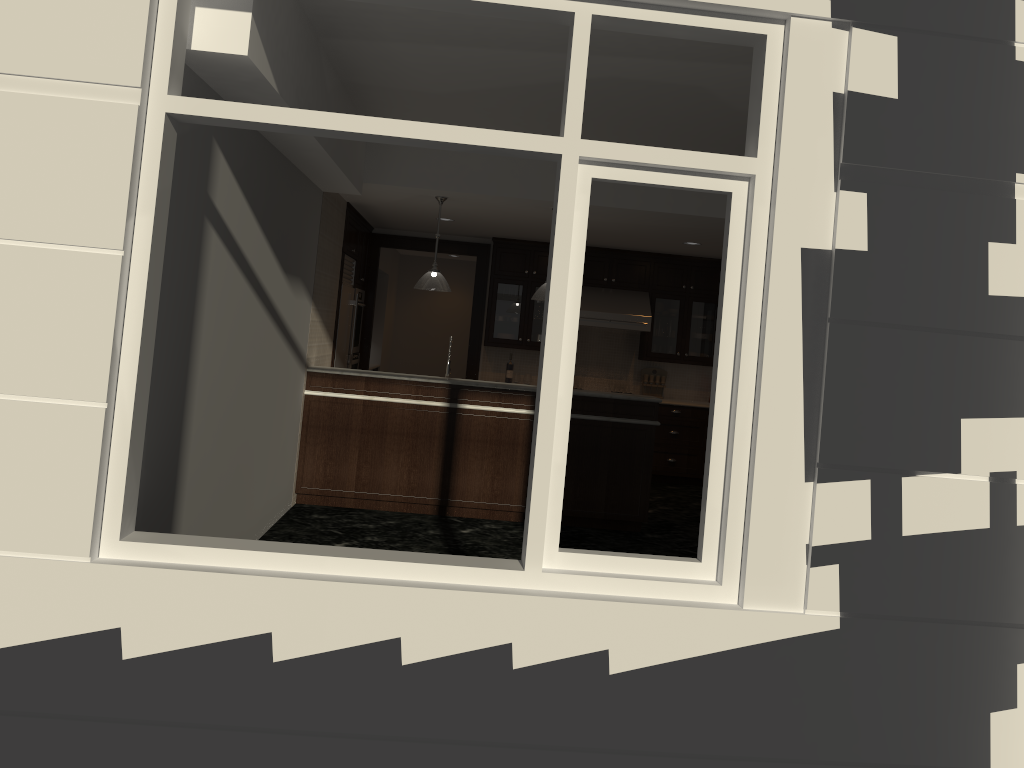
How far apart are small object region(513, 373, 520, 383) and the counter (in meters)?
3.05

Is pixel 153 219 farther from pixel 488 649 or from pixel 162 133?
pixel 488 649

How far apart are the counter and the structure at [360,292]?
2.6 meters

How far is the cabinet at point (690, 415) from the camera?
9.9 meters

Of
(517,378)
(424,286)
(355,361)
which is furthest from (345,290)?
(517,378)

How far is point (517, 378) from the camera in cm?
1016

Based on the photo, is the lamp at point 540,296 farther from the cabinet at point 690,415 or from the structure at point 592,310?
the cabinet at point 690,415

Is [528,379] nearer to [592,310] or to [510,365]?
[510,365]

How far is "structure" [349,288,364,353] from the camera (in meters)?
9.71

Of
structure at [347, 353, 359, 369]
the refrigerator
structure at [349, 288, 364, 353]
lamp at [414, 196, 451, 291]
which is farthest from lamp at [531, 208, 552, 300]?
structure at [347, 353, 359, 369]
